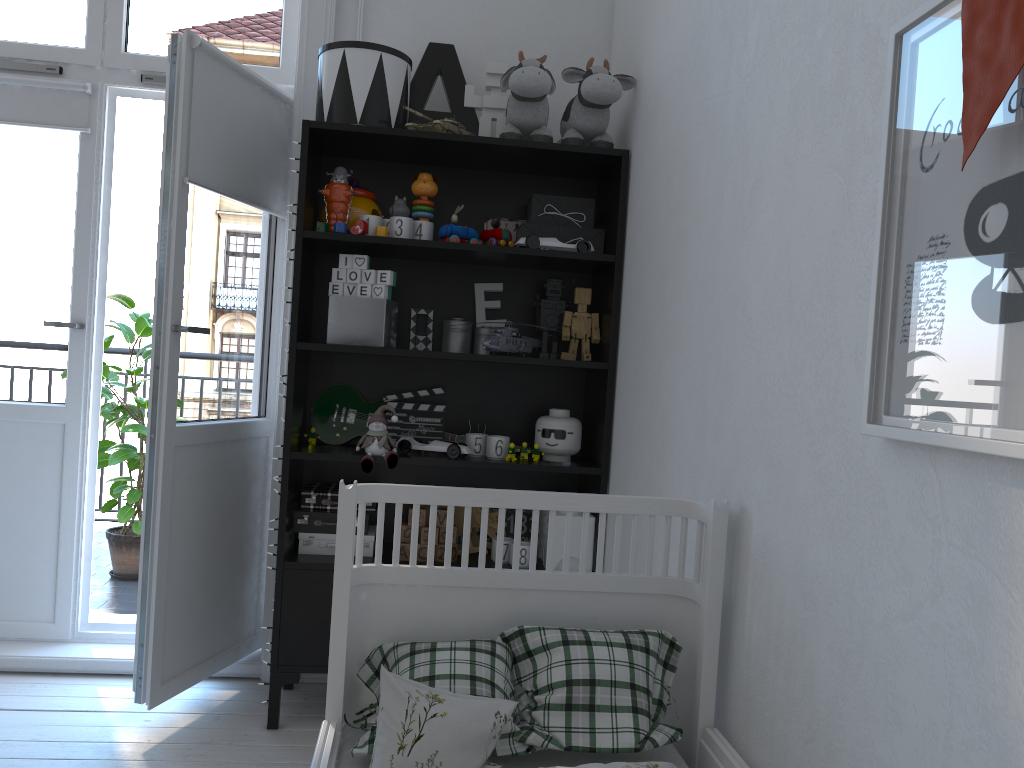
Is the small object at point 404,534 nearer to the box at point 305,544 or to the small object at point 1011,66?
the box at point 305,544

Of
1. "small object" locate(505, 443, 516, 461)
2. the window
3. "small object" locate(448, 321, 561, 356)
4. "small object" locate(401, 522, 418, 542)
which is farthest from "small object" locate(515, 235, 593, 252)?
the window

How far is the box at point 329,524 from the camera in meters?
2.5 m

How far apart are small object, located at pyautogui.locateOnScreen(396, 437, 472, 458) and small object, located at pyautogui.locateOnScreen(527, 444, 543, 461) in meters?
→ 0.2

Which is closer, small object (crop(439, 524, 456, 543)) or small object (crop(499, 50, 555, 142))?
small object (crop(499, 50, 555, 142))

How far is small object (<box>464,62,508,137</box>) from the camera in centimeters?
271cm

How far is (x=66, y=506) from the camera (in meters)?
2.87

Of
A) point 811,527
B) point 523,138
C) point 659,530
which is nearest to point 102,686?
point 659,530

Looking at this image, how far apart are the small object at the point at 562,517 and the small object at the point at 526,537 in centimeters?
13cm

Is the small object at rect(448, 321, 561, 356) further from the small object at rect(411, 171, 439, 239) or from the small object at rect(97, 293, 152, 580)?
the small object at rect(97, 293, 152, 580)
